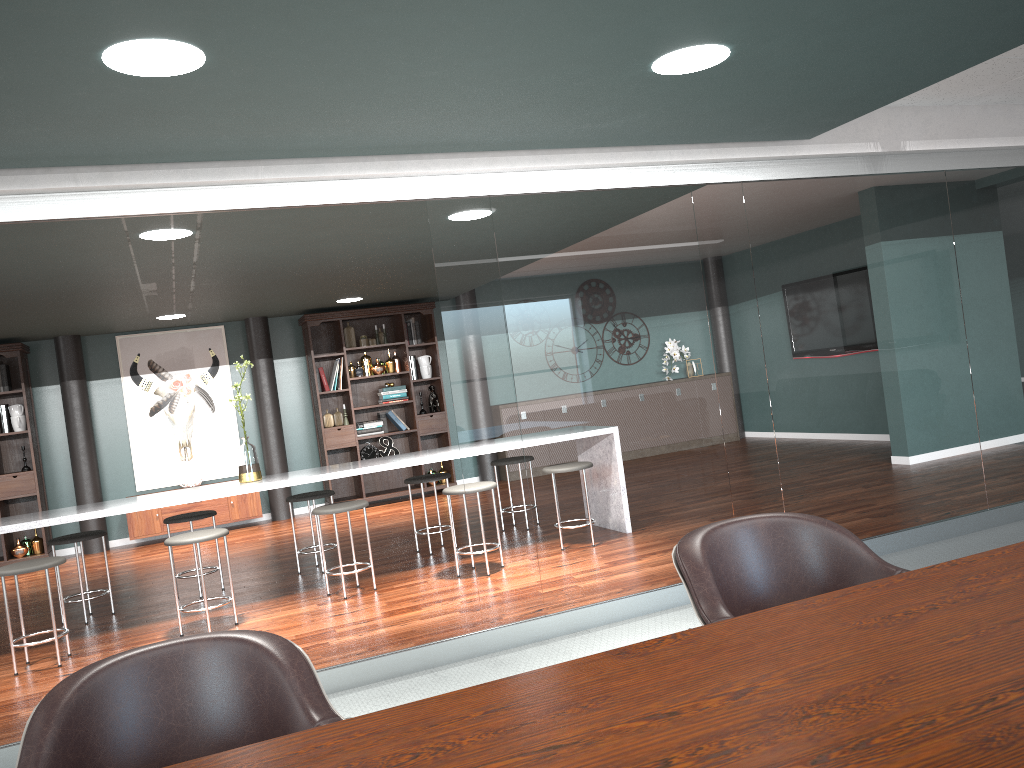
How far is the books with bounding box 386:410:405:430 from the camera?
9.1 meters

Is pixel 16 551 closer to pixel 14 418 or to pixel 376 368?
pixel 14 418

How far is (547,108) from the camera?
3.1 meters

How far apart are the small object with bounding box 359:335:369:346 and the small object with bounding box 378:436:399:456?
1.1 meters

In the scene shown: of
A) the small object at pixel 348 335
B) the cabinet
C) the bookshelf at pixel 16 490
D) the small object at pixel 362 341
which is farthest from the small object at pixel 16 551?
the small object at pixel 362 341

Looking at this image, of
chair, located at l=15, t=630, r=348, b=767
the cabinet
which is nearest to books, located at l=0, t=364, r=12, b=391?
the cabinet

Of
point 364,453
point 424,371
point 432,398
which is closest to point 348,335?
point 424,371

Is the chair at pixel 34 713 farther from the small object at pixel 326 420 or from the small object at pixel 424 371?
the small object at pixel 424 371

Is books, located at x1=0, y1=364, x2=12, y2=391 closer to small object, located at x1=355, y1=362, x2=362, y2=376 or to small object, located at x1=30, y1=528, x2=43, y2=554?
small object, located at x1=30, y1=528, x2=43, y2=554

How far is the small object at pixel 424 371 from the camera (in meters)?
9.26
